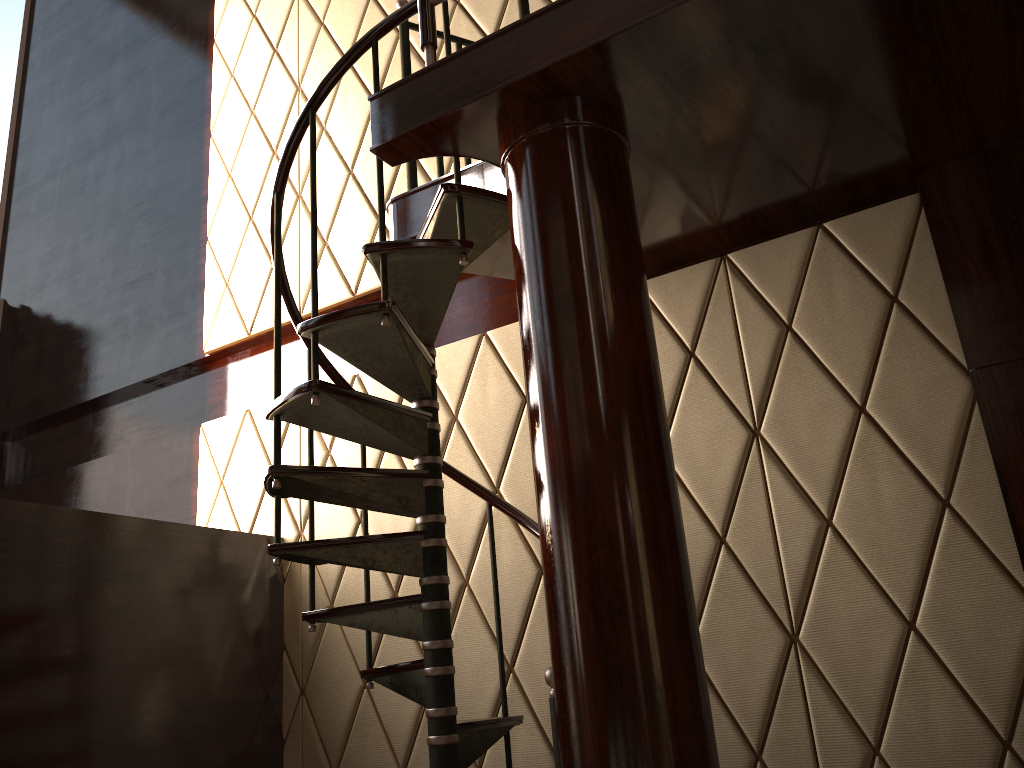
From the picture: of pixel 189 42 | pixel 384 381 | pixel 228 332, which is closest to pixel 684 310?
pixel 384 381

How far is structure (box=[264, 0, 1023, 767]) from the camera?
1.98m

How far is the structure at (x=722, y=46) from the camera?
1.98m

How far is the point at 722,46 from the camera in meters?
2.0 m
